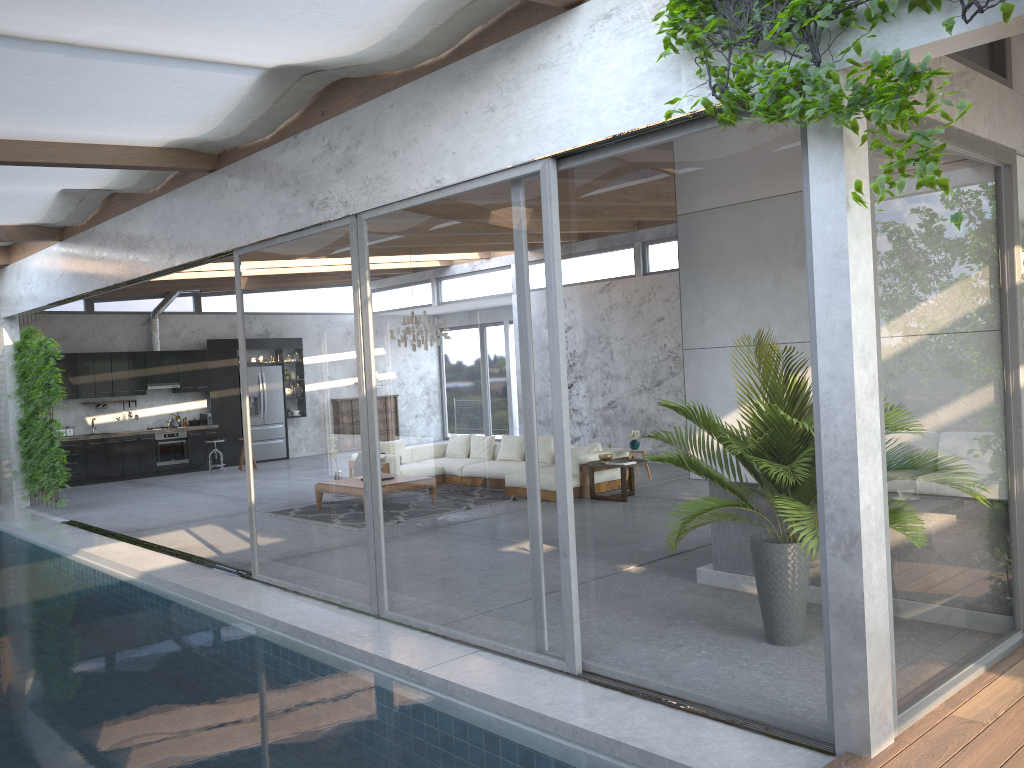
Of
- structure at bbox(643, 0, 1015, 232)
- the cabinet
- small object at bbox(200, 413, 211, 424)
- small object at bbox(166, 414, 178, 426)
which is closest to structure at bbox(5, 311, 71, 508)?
the cabinet

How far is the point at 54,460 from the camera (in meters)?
11.76

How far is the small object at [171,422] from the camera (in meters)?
16.50

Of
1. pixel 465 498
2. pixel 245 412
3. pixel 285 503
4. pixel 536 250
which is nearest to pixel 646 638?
pixel 465 498

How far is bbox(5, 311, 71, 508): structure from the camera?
11.76m

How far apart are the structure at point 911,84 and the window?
0.10m

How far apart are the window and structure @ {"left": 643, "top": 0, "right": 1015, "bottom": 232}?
0.10m

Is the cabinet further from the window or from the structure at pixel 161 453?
the window

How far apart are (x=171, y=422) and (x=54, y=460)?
4.8m

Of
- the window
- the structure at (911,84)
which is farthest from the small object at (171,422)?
the structure at (911,84)
